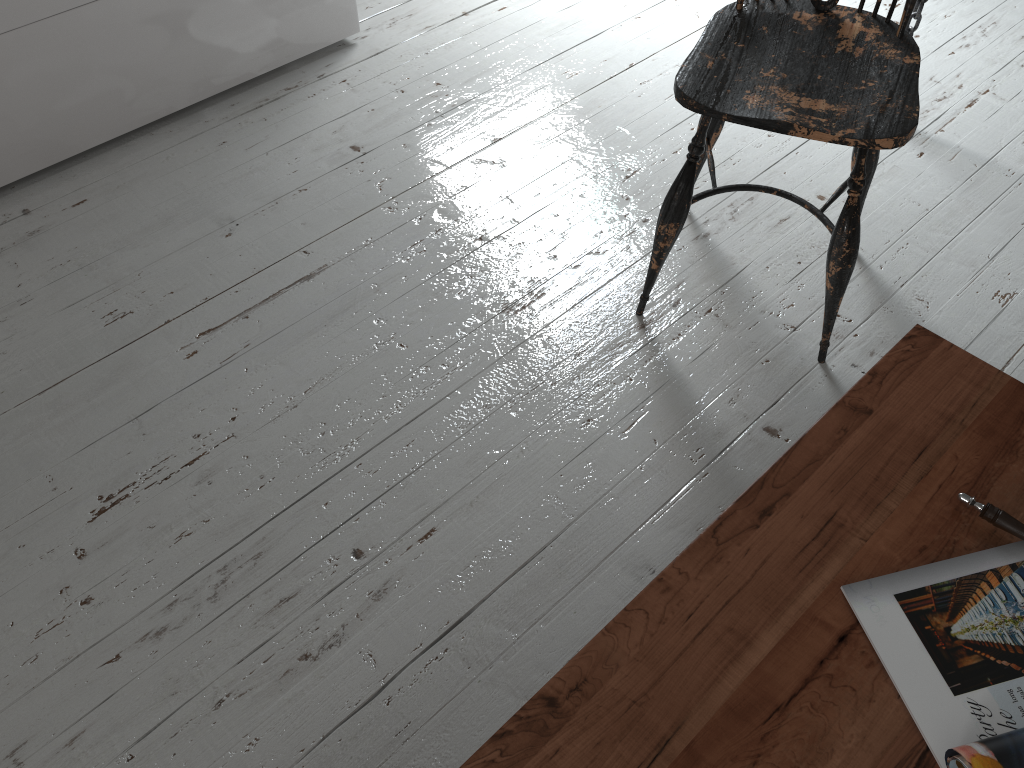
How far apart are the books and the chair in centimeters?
62cm

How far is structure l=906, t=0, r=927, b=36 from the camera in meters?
1.9

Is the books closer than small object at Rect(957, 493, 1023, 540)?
Yes

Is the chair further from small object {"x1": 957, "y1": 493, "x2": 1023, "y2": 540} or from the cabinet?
the cabinet

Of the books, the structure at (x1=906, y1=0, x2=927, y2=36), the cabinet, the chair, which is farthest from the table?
the cabinet

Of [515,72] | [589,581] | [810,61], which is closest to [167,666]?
[589,581]

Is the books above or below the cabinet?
above

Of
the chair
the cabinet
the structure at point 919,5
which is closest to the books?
the chair

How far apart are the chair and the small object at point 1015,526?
0.6 meters

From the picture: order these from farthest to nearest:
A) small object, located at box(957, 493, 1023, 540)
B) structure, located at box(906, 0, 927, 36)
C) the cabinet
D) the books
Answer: structure, located at box(906, 0, 927, 36), the cabinet, small object, located at box(957, 493, 1023, 540), the books
